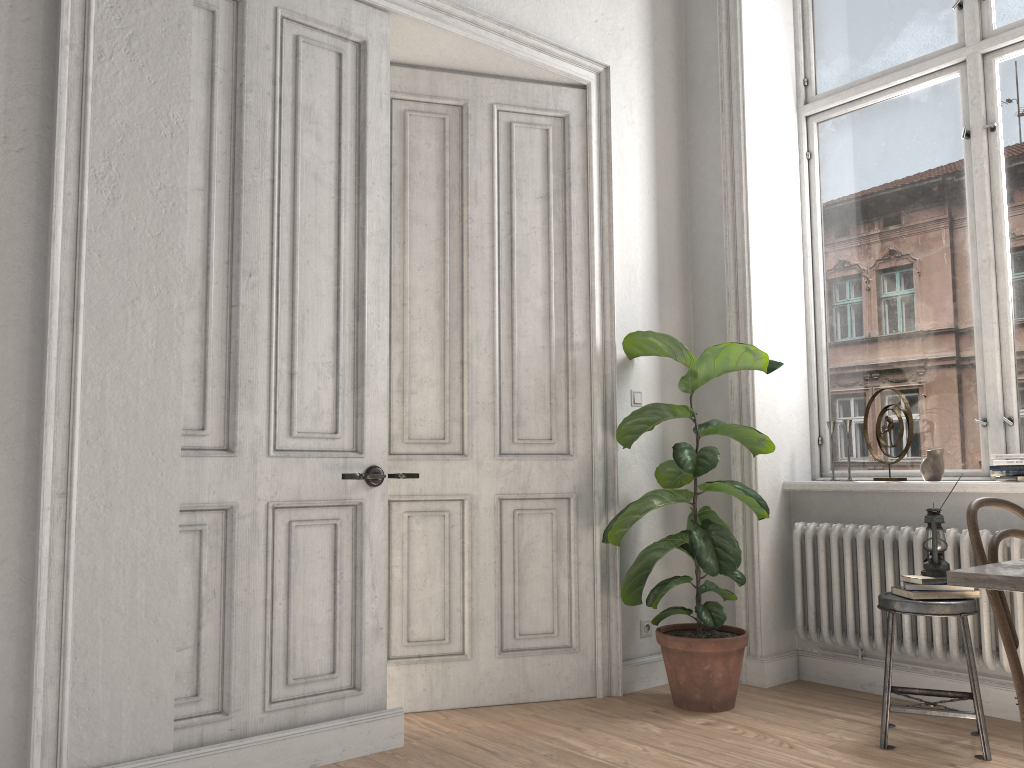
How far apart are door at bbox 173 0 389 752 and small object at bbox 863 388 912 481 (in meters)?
2.28

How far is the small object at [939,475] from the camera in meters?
3.8 m

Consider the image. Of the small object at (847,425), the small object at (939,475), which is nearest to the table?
the small object at (939,475)

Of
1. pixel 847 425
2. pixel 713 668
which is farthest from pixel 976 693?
pixel 847 425

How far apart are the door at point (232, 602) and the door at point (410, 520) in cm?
36

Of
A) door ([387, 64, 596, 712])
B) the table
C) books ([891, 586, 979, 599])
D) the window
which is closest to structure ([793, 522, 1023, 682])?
books ([891, 586, 979, 599])

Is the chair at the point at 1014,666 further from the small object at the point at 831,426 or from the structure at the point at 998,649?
the small object at the point at 831,426

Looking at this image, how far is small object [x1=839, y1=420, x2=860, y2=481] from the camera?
4.2 meters

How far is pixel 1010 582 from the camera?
1.75m

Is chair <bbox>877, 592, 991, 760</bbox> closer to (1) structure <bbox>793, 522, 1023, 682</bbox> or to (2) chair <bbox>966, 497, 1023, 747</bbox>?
(1) structure <bbox>793, 522, 1023, 682</bbox>
